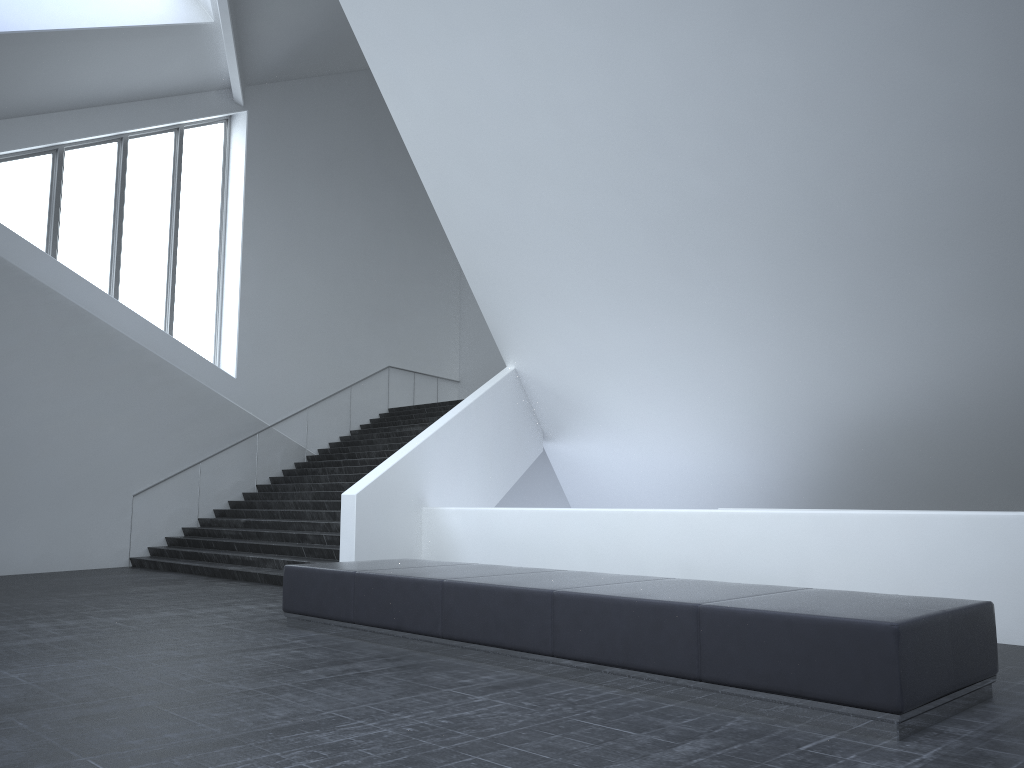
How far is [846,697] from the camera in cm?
452

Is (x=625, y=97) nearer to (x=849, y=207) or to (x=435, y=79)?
(x=849, y=207)

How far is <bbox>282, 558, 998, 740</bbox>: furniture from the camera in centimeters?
452cm

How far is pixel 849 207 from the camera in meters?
9.3
